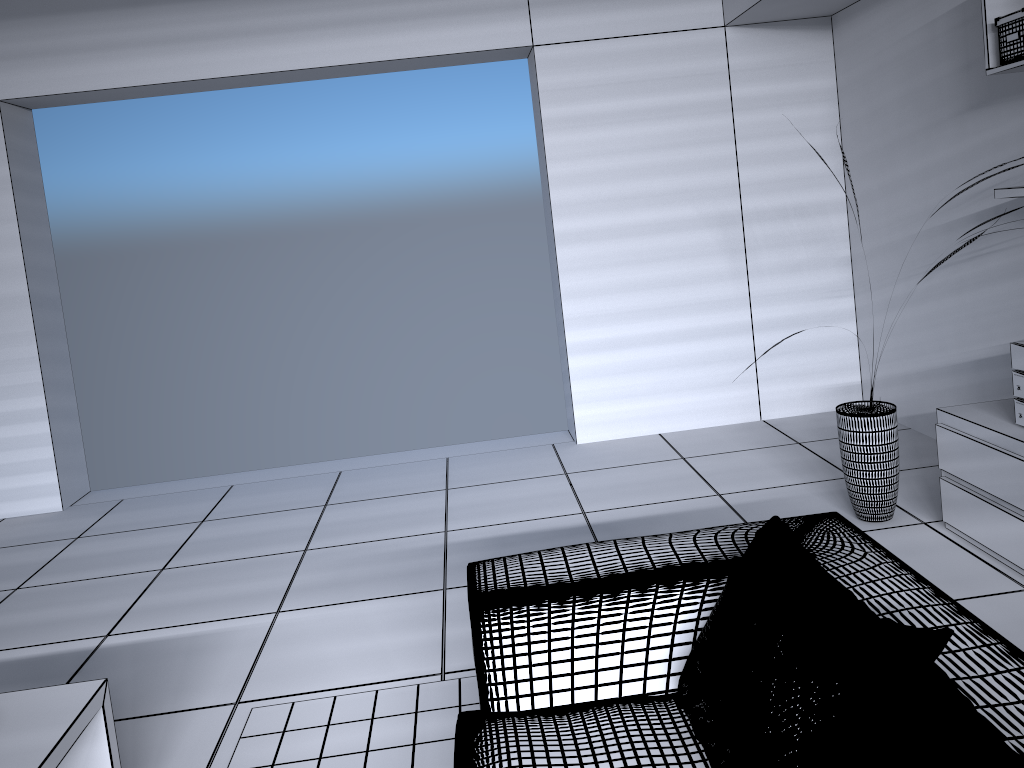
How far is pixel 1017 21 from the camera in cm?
285

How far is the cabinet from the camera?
2.8m

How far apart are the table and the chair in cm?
81

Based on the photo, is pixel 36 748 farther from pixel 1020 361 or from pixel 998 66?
pixel 998 66

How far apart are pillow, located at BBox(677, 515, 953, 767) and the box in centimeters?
203cm

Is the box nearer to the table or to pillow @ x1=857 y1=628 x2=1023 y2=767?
pillow @ x1=857 y1=628 x2=1023 y2=767

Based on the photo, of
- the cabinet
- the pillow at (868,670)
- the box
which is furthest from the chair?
the box

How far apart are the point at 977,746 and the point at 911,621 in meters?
0.5

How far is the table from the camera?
1.8m

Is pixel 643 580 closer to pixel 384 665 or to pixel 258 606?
pixel 384 665
